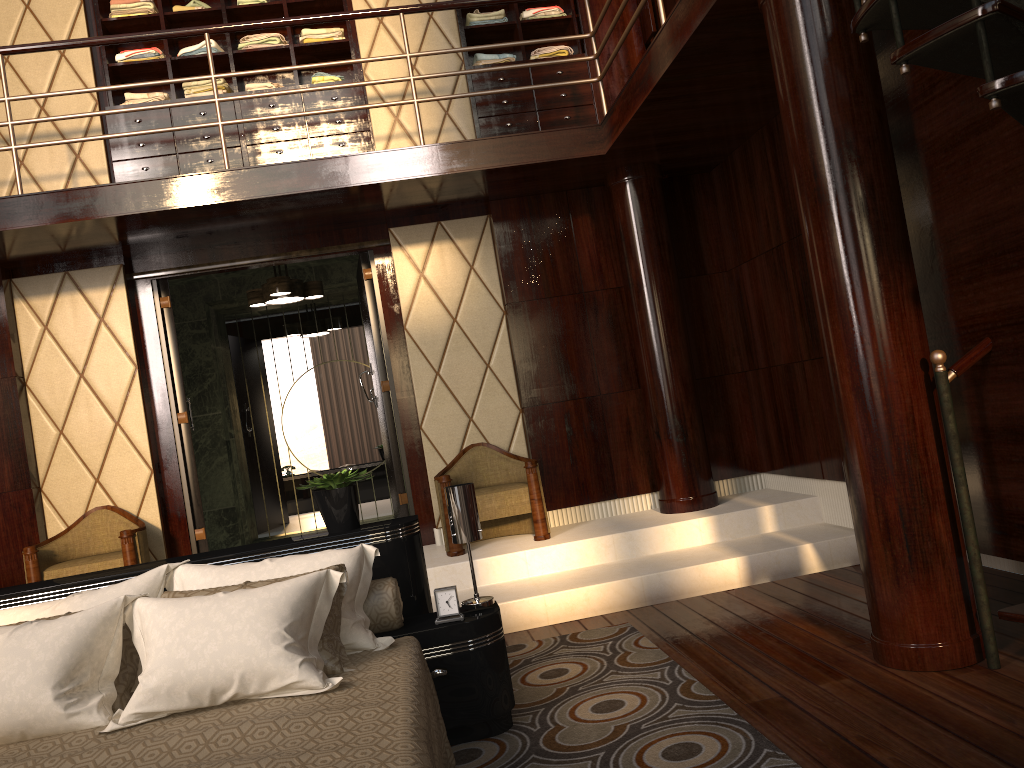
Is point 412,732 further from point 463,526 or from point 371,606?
point 463,526

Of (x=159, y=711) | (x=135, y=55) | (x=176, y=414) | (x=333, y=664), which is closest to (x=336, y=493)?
(x=333, y=664)

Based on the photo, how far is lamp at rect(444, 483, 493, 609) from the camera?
2.8m

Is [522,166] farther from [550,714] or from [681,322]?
[550,714]

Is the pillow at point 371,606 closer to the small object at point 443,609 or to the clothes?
the small object at point 443,609

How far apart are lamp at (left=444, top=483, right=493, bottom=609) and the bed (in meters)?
0.02

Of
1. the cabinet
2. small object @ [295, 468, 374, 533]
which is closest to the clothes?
the cabinet

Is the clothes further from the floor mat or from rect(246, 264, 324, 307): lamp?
the floor mat

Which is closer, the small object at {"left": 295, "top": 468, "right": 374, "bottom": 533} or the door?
the small object at {"left": 295, "top": 468, "right": 374, "bottom": 533}

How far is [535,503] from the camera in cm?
467
